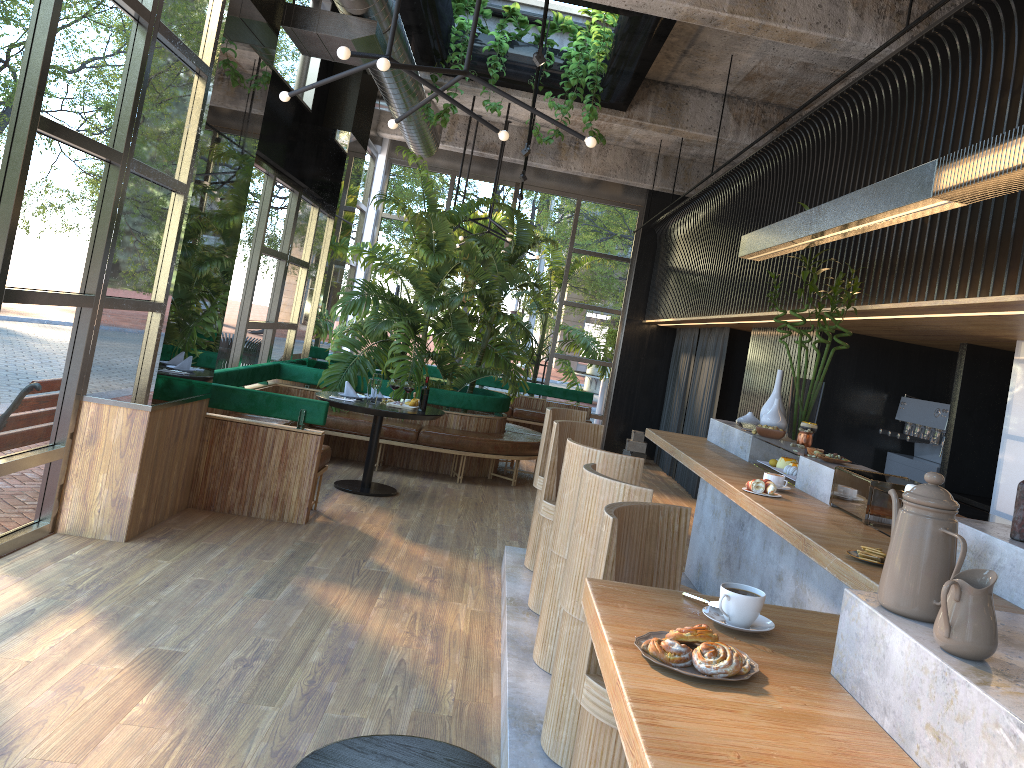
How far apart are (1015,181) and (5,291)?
4.24m

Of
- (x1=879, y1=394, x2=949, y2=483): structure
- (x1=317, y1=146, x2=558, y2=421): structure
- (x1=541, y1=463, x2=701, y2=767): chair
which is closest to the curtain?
(x1=317, y1=146, x2=558, y2=421): structure

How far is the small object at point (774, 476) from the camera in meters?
4.0

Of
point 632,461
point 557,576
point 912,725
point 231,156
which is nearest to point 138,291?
point 231,156

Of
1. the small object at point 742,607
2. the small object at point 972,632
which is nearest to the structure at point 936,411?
the small object at point 742,607

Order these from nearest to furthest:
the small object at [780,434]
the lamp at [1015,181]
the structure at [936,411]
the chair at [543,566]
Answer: the lamp at [1015,181] → the chair at [543,566] → the small object at [780,434] → the structure at [936,411]

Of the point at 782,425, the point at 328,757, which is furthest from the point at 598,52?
the point at 328,757

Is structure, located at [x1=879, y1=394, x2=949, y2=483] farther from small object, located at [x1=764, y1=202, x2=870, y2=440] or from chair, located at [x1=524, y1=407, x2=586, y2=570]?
chair, located at [x1=524, y1=407, x2=586, y2=570]

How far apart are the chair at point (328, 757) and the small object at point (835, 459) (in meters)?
2.65

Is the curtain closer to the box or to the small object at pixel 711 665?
the box
